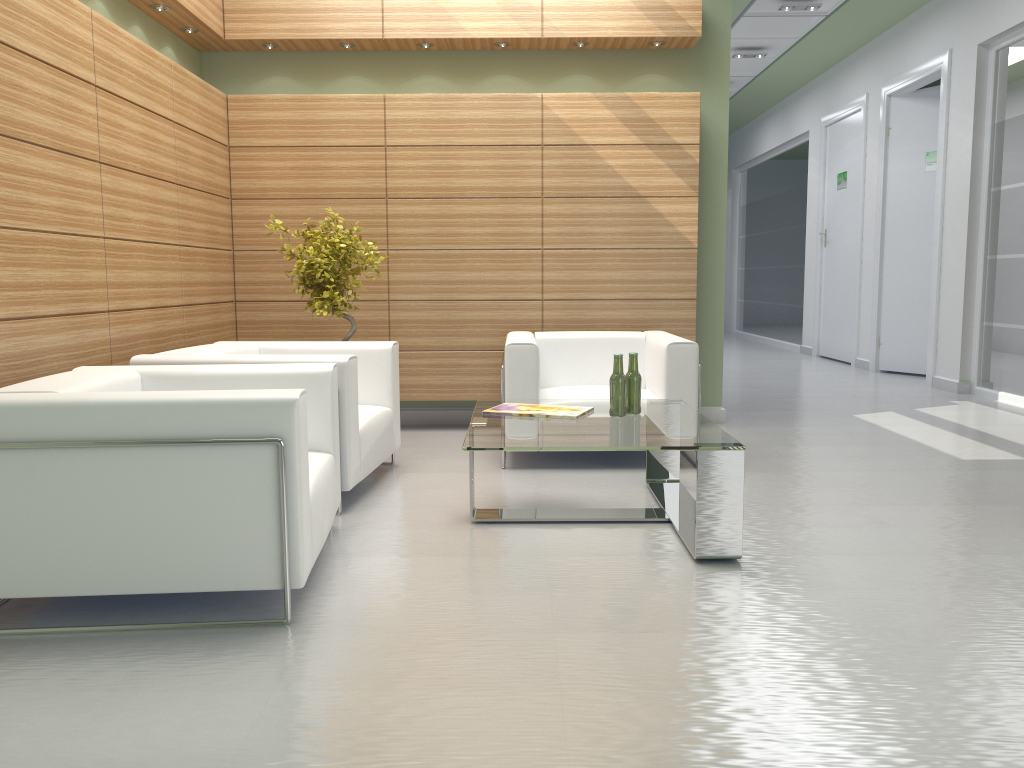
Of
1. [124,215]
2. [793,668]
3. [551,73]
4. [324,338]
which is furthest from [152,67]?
[793,668]

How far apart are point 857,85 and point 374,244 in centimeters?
1271cm

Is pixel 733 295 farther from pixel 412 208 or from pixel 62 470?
pixel 62 470

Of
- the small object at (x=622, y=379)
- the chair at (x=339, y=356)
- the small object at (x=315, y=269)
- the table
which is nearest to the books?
the table

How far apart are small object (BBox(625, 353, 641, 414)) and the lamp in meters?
10.5

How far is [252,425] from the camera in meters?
4.6

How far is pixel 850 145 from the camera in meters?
18.3 m

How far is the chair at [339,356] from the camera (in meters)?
6.82

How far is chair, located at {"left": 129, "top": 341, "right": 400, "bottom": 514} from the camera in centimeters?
682cm

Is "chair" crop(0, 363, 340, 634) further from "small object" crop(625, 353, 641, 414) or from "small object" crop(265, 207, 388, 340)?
"small object" crop(265, 207, 388, 340)
